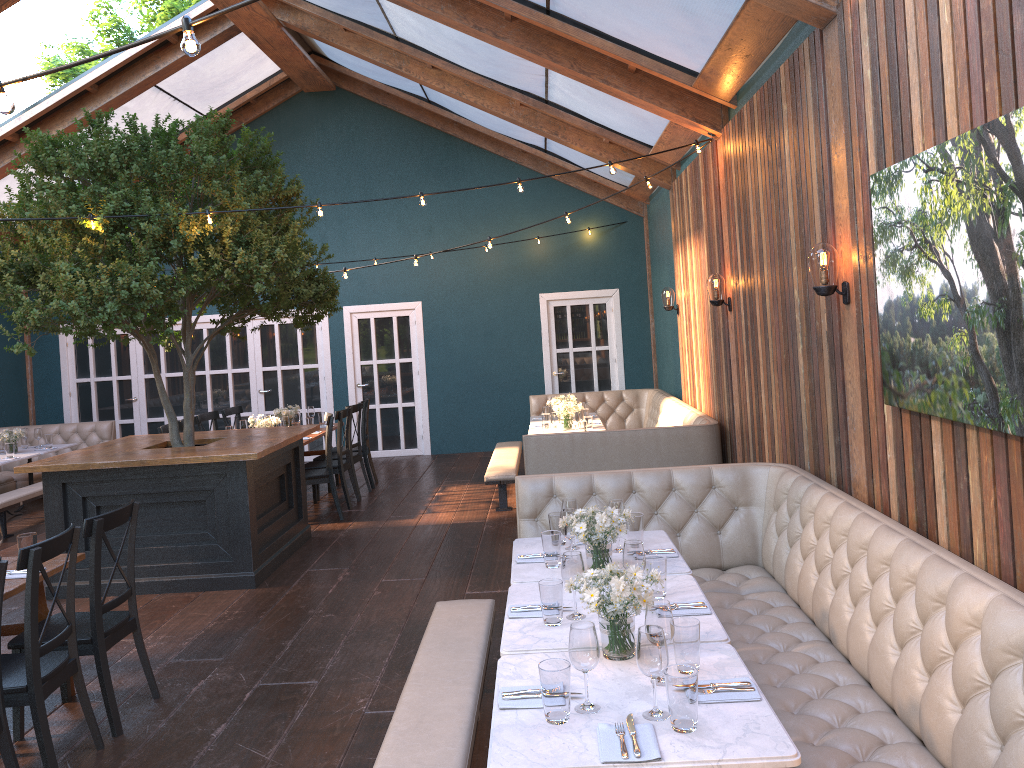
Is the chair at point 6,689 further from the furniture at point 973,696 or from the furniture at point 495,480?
the furniture at point 495,480

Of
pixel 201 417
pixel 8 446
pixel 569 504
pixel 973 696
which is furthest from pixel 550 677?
pixel 8 446

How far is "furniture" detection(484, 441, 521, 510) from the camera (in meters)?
8.45

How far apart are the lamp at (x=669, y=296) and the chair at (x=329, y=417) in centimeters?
388cm

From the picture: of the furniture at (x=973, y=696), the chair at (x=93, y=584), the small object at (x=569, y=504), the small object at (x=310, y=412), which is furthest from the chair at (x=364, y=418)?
the small object at (x=569, y=504)

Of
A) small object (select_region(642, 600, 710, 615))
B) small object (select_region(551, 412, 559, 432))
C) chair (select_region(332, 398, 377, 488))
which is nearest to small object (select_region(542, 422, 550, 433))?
small object (select_region(551, 412, 559, 432))

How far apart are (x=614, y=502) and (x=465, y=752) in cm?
158

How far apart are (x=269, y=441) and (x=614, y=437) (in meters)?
2.82

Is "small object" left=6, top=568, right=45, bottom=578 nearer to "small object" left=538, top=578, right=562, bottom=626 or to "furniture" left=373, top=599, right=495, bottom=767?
"furniture" left=373, top=599, right=495, bottom=767

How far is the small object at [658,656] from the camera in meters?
2.5 m
